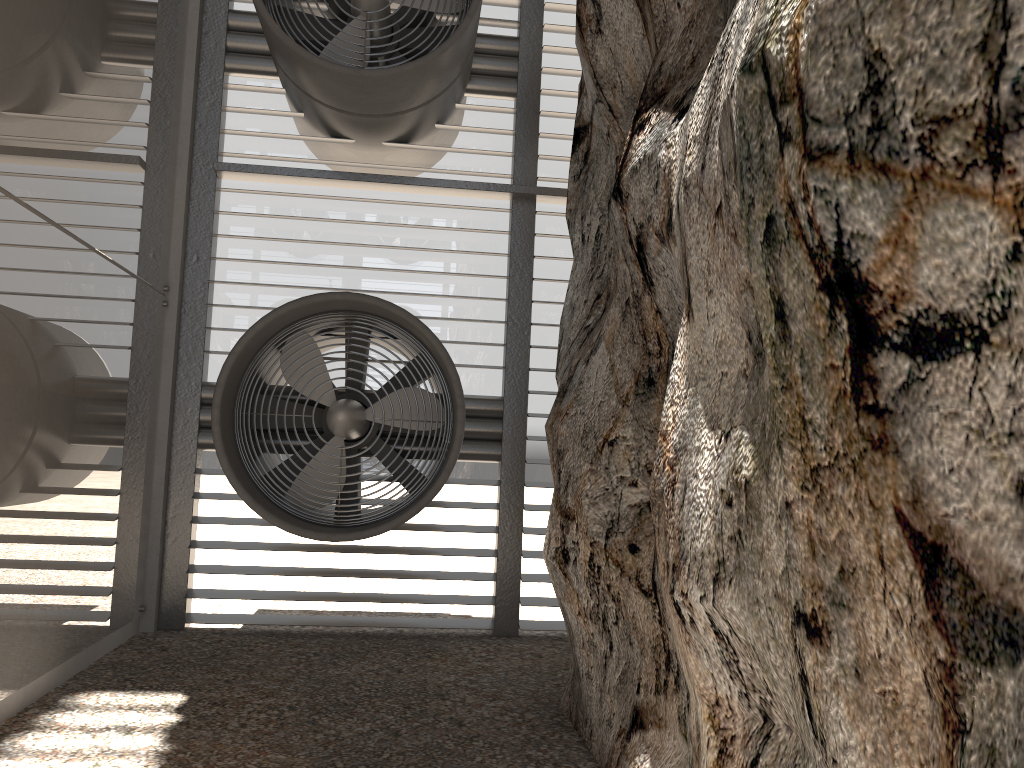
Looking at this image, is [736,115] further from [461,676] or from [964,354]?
[461,676]
